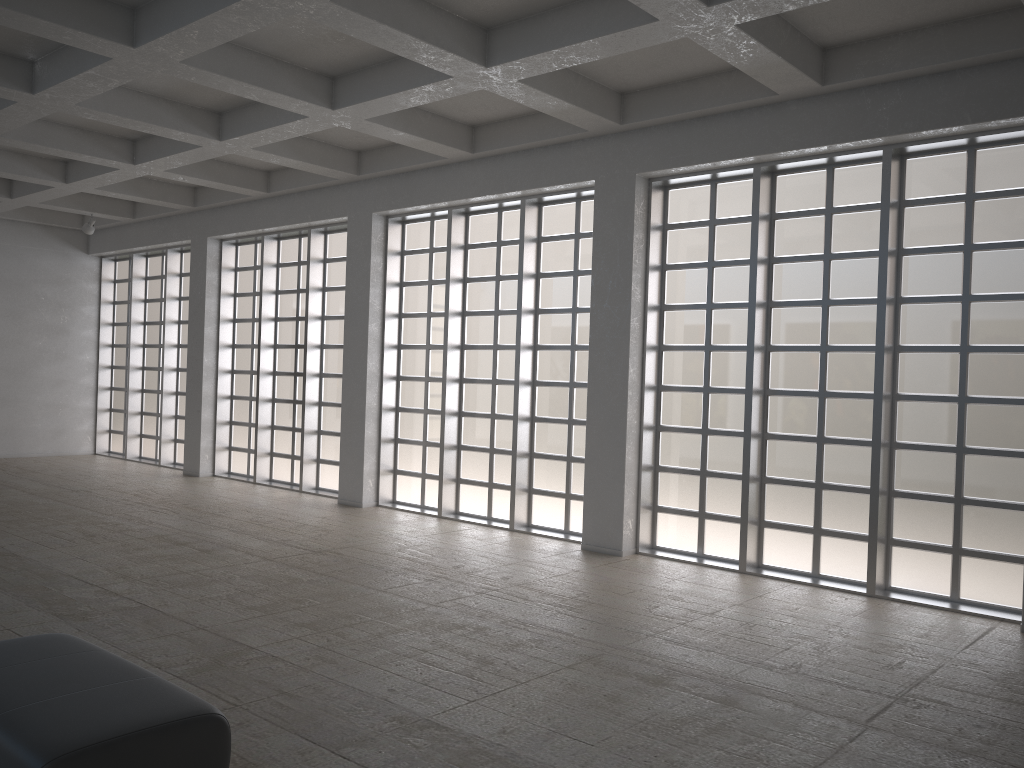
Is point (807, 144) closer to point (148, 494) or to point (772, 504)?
point (772, 504)

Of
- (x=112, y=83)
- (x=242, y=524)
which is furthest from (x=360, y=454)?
(x=112, y=83)
